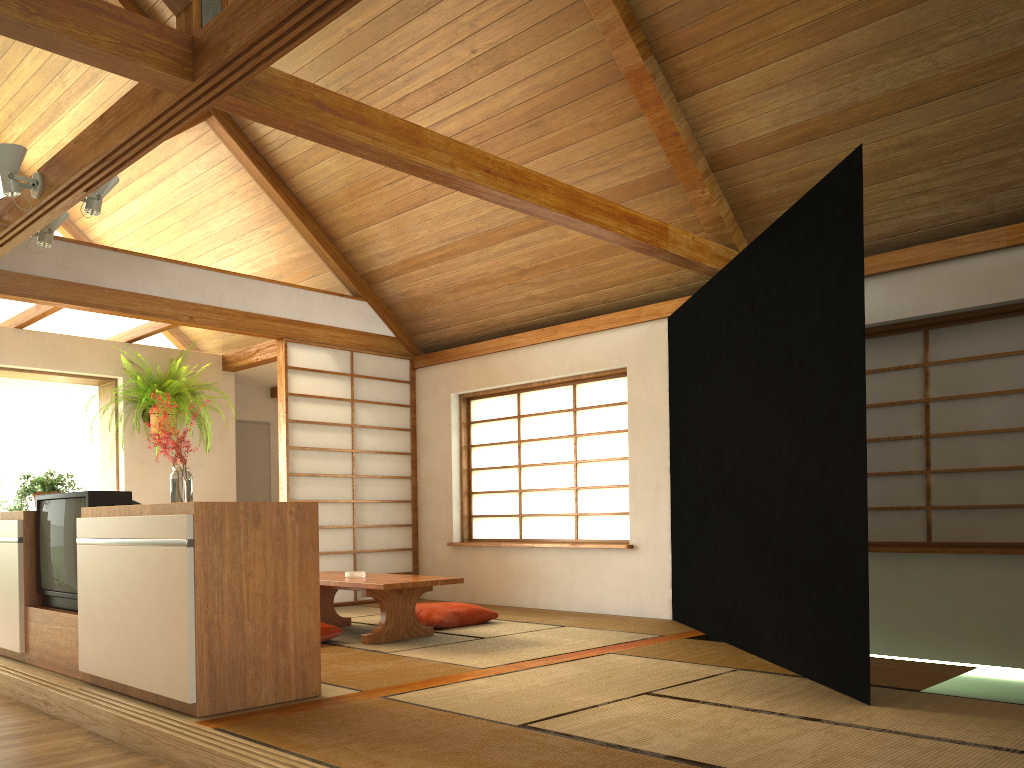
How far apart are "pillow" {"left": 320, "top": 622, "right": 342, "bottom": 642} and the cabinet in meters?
1.3 m

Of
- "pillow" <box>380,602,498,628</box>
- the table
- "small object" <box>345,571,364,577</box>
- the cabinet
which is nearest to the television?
the cabinet

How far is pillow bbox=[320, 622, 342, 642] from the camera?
4.7m

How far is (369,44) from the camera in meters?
5.1

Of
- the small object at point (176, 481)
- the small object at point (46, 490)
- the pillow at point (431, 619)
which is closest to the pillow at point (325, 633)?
the pillow at point (431, 619)

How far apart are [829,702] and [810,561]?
0.67m

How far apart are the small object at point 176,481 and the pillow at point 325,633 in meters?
1.3

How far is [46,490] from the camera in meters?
4.6

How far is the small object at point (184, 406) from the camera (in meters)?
6.69

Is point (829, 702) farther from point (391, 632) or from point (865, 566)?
point (391, 632)
